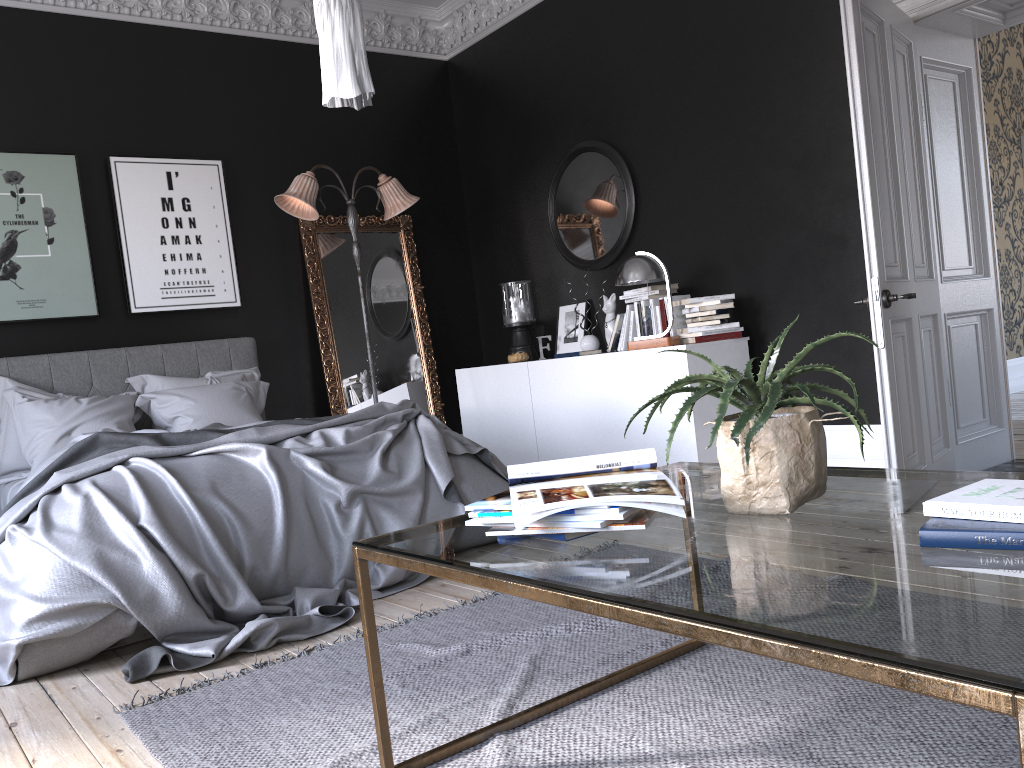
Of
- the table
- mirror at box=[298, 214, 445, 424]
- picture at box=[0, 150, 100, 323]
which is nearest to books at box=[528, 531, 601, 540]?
the table

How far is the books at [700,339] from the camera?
5.2m

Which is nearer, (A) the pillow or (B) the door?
(B) the door

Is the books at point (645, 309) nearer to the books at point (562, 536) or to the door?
the door

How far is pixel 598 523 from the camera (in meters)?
1.64

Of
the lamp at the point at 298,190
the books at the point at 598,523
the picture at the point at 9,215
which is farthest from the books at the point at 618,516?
the picture at the point at 9,215

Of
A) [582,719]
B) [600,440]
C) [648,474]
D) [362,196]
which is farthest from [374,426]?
[362,196]

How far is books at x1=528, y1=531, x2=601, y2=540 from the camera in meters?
1.7 m

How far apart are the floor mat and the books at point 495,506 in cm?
64

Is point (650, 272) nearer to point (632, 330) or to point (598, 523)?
point (632, 330)
